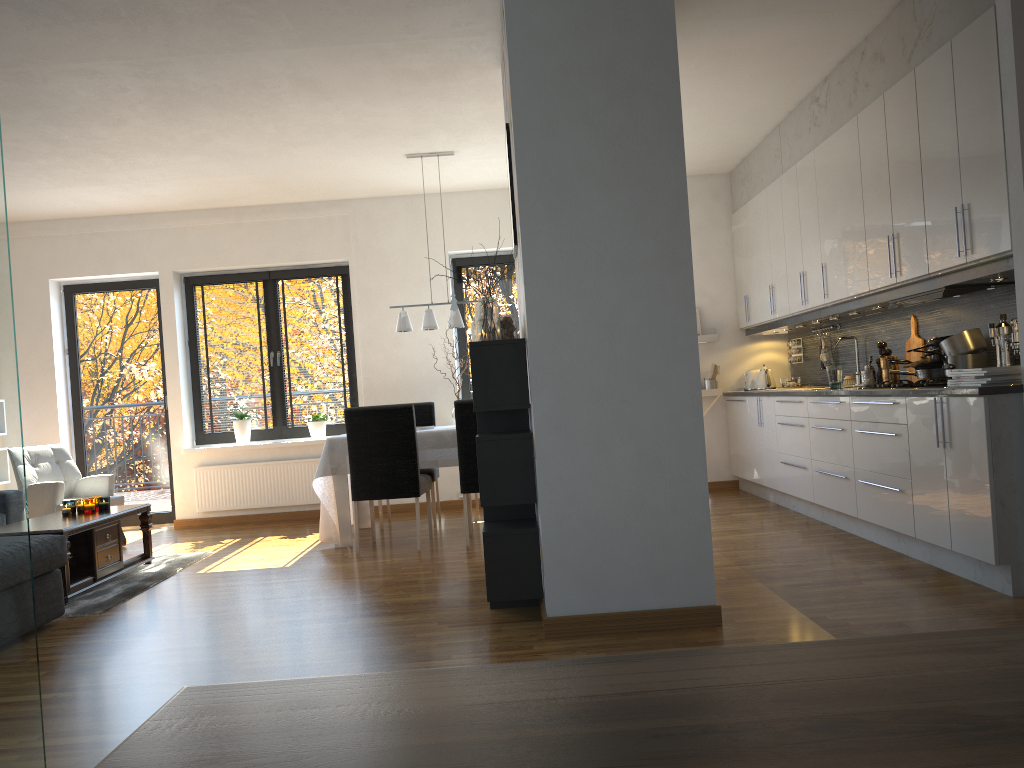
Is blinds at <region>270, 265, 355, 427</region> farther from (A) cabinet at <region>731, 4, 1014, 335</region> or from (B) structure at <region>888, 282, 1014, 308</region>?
(B) structure at <region>888, 282, 1014, 308</region>

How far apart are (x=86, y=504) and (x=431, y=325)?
2.6 meters

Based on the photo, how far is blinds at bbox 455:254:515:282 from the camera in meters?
8.0

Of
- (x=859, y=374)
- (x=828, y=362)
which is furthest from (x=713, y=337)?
(x=859, y=374)

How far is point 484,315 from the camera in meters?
3.9

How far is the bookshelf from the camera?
3.7m

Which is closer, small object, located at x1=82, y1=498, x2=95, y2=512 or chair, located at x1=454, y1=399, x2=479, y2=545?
small object, located at x1=82, y1=498, x2=95, y2=512

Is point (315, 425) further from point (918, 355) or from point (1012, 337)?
point (1012, 337)

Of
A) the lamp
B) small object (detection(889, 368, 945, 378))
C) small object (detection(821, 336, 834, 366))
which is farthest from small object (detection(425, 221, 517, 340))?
small object (detection(821, 336, 834, 366))

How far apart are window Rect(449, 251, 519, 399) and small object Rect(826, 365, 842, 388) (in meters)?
3.19
